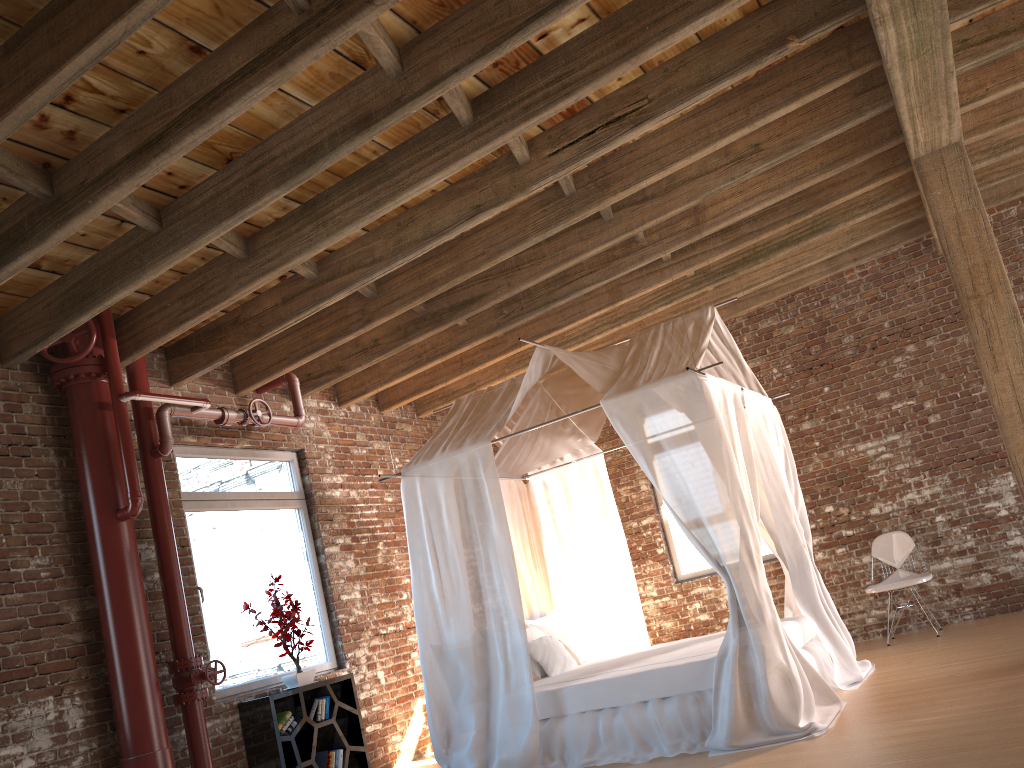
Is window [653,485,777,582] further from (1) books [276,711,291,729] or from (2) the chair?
(1) books [276,711,291,729]

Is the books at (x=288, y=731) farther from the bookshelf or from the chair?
the chair

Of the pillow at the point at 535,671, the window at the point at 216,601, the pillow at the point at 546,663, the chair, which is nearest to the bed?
the pillow at the point at 546,663

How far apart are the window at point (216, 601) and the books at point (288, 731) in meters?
0.4 m

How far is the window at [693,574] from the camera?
8.63m

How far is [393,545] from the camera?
7.9m

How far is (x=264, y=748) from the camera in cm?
575

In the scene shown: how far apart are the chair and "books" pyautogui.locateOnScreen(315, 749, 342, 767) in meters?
4.3 m

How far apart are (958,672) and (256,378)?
5.16m

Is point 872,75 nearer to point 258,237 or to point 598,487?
point 598,487
